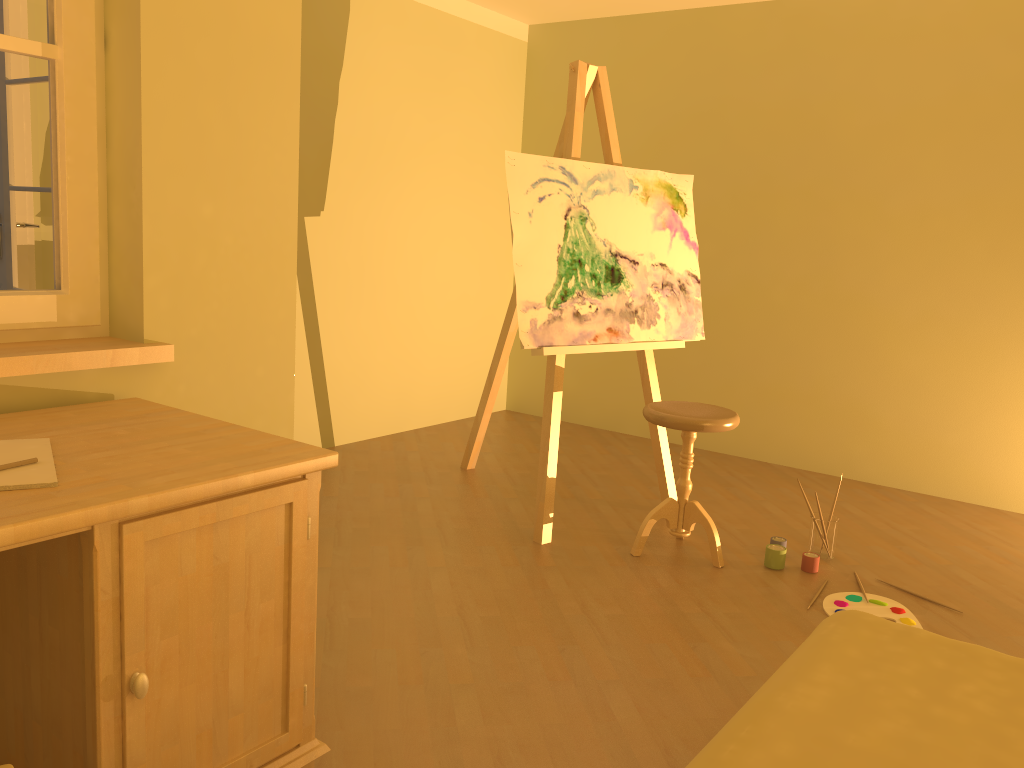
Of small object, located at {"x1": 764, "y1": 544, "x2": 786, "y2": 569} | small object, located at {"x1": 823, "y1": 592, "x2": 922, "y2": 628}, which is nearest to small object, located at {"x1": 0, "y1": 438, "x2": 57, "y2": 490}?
small object, located at {"x1": 823, "y1": 592, "x2": 922, "y2": 628}

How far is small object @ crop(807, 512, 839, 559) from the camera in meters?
3.3 m

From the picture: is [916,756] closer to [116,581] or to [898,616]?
[116,581]

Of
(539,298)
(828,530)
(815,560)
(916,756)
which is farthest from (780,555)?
(916,756)

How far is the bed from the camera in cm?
131

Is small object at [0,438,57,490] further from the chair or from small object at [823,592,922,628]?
small object at [823,592,922,628]

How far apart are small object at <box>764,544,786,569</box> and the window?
2.3m

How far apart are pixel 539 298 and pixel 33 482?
2.14m

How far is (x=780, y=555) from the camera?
3.21m

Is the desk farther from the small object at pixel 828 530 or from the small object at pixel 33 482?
the small object at pixel 828 530
